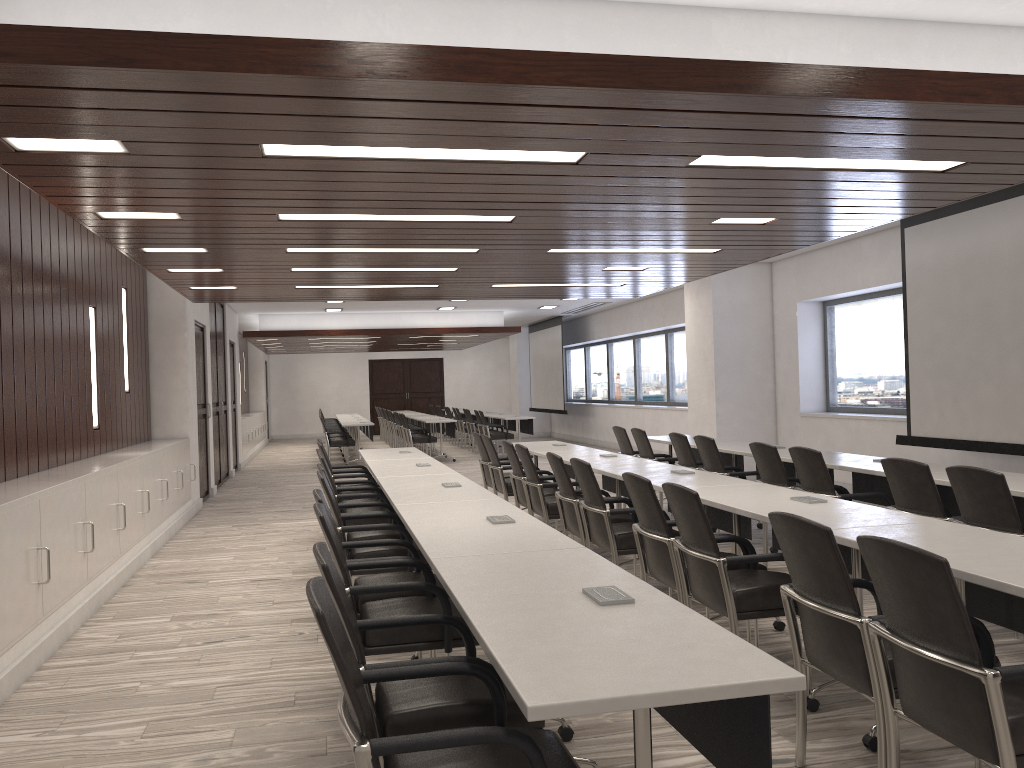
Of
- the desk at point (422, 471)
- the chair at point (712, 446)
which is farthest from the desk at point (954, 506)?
the desk at point (422, 471)

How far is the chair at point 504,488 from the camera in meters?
8.1

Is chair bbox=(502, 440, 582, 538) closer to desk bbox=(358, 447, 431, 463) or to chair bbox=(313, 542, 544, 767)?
desk bbox=(358, 447, 431, 463)

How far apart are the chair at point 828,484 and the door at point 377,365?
22.2 meters

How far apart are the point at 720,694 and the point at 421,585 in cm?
180

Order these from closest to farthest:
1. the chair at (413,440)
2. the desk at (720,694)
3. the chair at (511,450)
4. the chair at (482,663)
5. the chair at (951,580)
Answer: the desk at (720,694) < the chair at (951,580) < the chair at (482,663) < the chair at (511,450) < the chair at (413,440)

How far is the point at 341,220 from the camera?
5.65m

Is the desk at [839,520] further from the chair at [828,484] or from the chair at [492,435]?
the chair at [492,435]

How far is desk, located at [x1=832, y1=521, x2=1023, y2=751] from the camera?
Result: 2.61m

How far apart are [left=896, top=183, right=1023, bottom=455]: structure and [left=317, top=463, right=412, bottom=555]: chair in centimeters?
492cm
